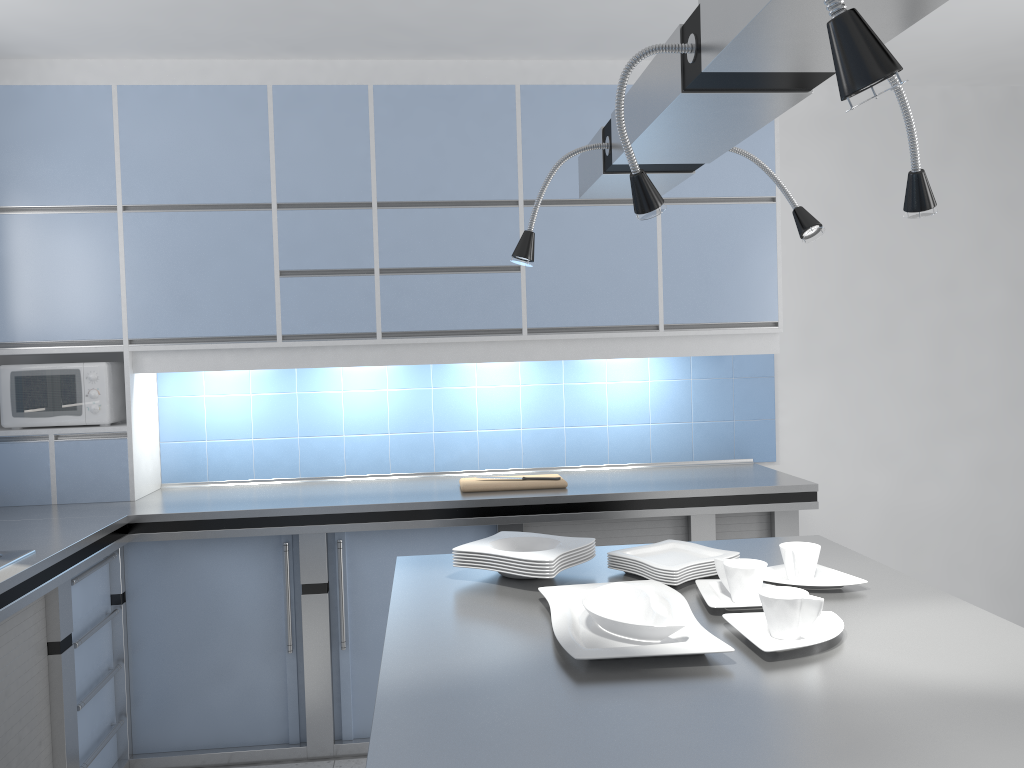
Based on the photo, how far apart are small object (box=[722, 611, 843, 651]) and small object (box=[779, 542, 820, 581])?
0.25m

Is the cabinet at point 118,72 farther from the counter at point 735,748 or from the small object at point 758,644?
the small object at point 758,644

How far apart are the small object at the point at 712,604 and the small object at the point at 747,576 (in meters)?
0.01

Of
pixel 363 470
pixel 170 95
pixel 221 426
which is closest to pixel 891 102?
pixel 363 470

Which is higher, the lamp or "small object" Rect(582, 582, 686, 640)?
the lamp

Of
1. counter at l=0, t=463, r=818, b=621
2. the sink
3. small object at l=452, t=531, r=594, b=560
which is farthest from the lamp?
the sink

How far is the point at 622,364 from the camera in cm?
408

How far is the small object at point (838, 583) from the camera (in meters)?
1.94

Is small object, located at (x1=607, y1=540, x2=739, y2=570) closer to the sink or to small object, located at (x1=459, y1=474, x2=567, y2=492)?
small object, located at (x1=459, y1=474, x2=567, y2=492)

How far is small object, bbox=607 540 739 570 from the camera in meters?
2.1 m
